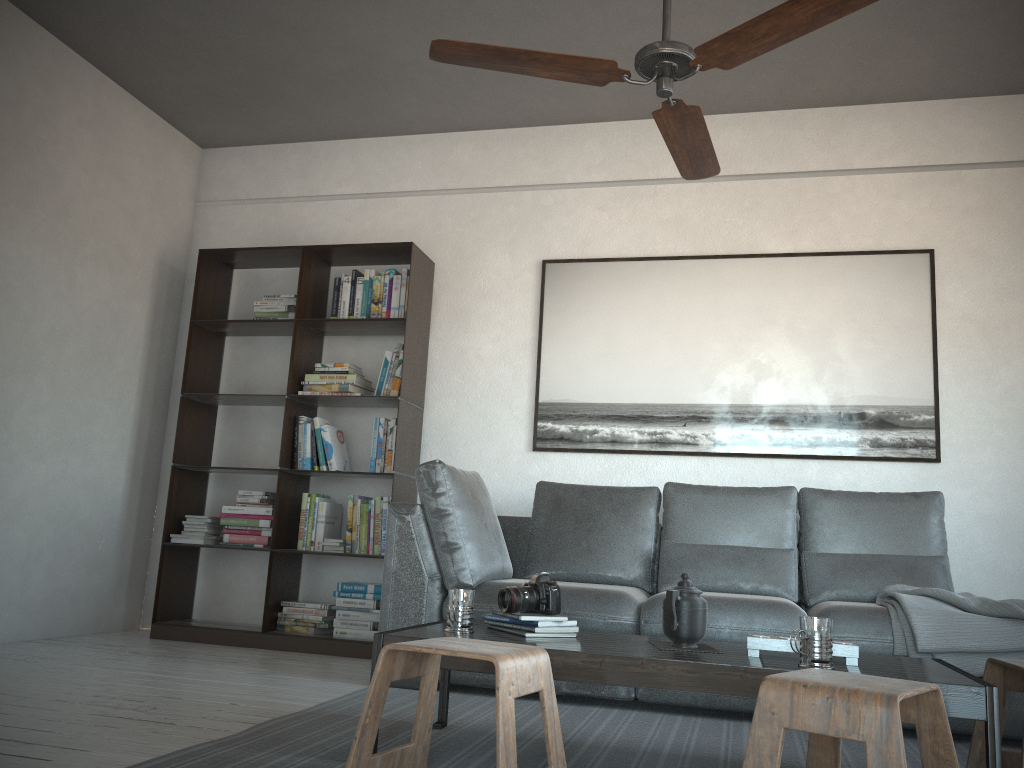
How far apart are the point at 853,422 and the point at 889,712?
2.9 meters

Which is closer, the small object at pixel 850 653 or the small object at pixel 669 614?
the small object at pixel 850 653

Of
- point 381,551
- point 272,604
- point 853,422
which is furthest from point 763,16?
point 272,604

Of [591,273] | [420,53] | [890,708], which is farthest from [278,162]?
[890,708]

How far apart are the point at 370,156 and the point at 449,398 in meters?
1.6

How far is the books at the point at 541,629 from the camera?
2.4m

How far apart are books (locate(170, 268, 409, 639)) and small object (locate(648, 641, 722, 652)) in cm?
227

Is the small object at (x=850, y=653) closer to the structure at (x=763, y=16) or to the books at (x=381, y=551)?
the structure at (x=763, y=16)

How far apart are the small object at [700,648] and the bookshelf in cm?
222

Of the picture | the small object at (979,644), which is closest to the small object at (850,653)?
the small object at (979,644)
